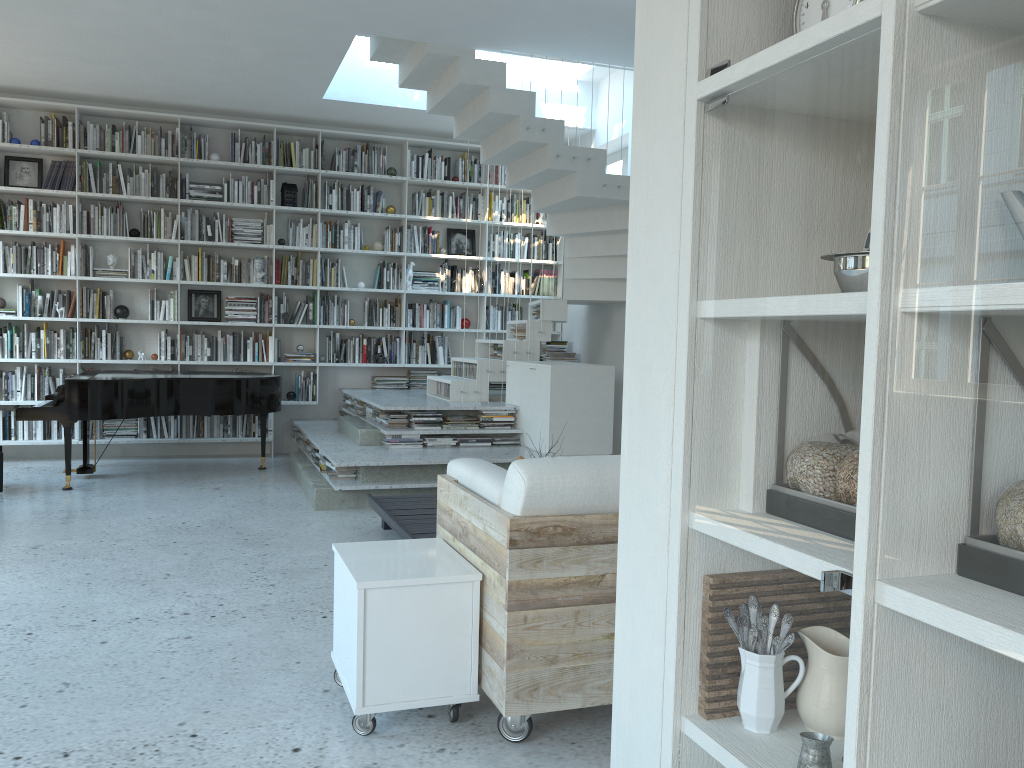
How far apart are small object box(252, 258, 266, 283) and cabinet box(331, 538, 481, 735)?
5.9m

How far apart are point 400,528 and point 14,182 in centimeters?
559cm

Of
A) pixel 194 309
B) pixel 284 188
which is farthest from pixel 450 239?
pixel 194 309

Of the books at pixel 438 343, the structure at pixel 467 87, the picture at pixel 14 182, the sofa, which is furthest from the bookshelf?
the sofa

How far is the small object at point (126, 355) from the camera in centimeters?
812cm

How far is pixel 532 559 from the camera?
2.51m

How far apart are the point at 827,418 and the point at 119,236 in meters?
7.9 m

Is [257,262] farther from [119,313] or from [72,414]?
[72,414]

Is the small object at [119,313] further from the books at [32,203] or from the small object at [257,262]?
the small object at [257,262]

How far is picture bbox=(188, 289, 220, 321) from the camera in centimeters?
838cm
